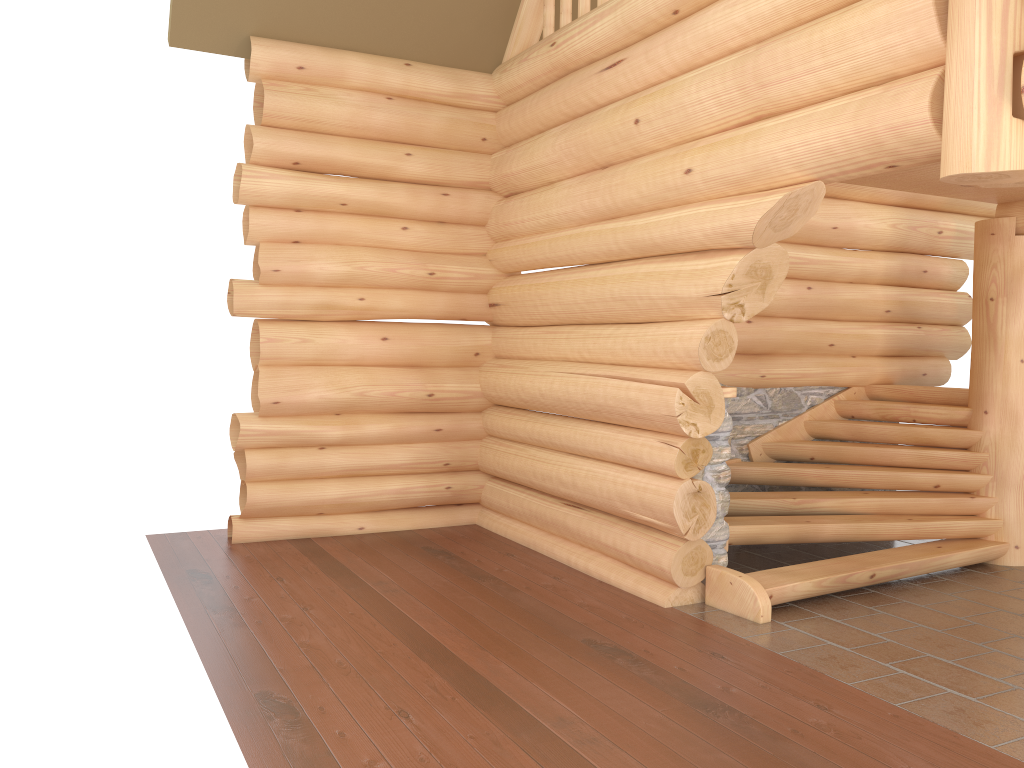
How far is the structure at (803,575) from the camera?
6.23m

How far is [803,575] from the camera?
6.23m

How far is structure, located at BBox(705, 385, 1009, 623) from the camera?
6.23m
